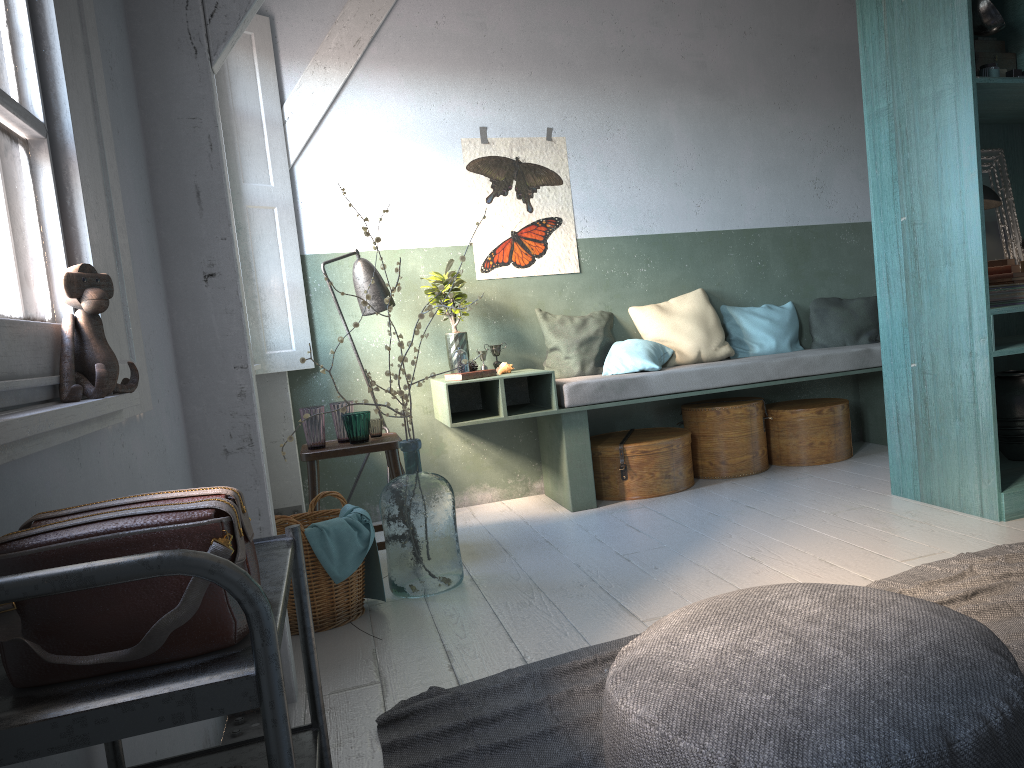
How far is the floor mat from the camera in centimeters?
251cm

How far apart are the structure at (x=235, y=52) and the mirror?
4.21m

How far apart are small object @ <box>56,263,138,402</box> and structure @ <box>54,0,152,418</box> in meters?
0.1 m

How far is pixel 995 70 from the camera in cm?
423

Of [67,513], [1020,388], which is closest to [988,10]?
[1020,388]

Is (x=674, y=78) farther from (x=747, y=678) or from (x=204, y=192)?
(x=747, y=678)

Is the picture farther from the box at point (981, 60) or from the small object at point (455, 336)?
the box at point (981, 60)

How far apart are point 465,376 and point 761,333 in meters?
2.4 m

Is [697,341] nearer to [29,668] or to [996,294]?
[996,294]

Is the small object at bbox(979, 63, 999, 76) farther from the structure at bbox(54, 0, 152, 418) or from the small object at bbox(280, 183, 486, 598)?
the structure at bbox(54, 0, 152, 418)
